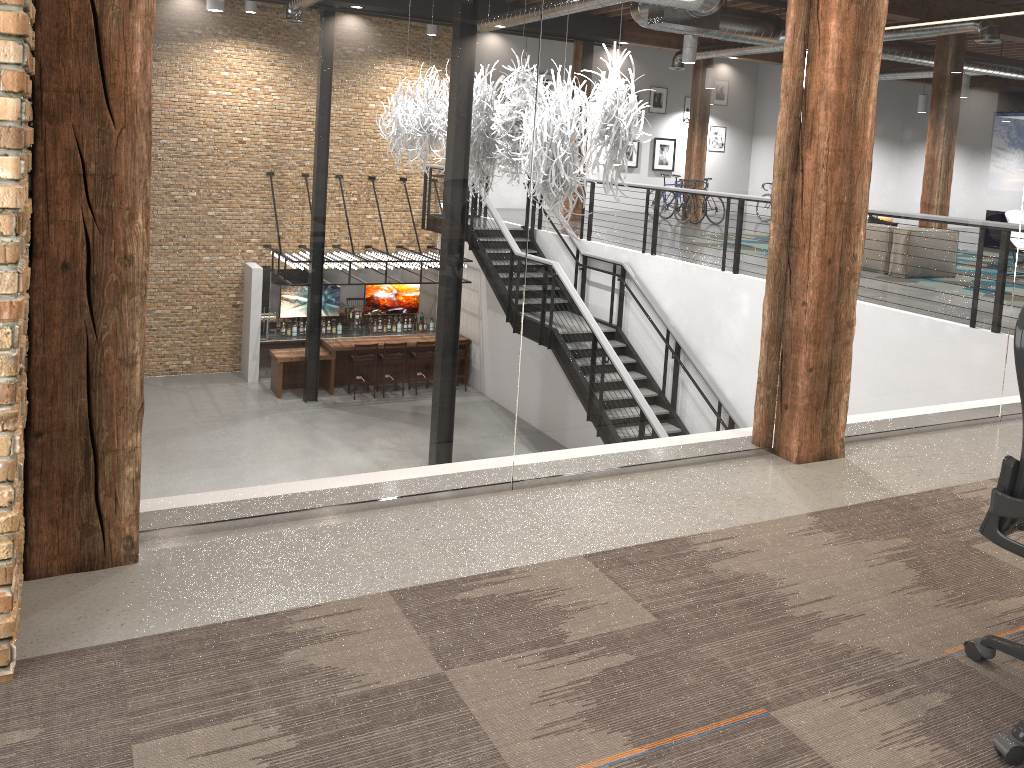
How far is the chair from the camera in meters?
2.2 m

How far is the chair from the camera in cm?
217
